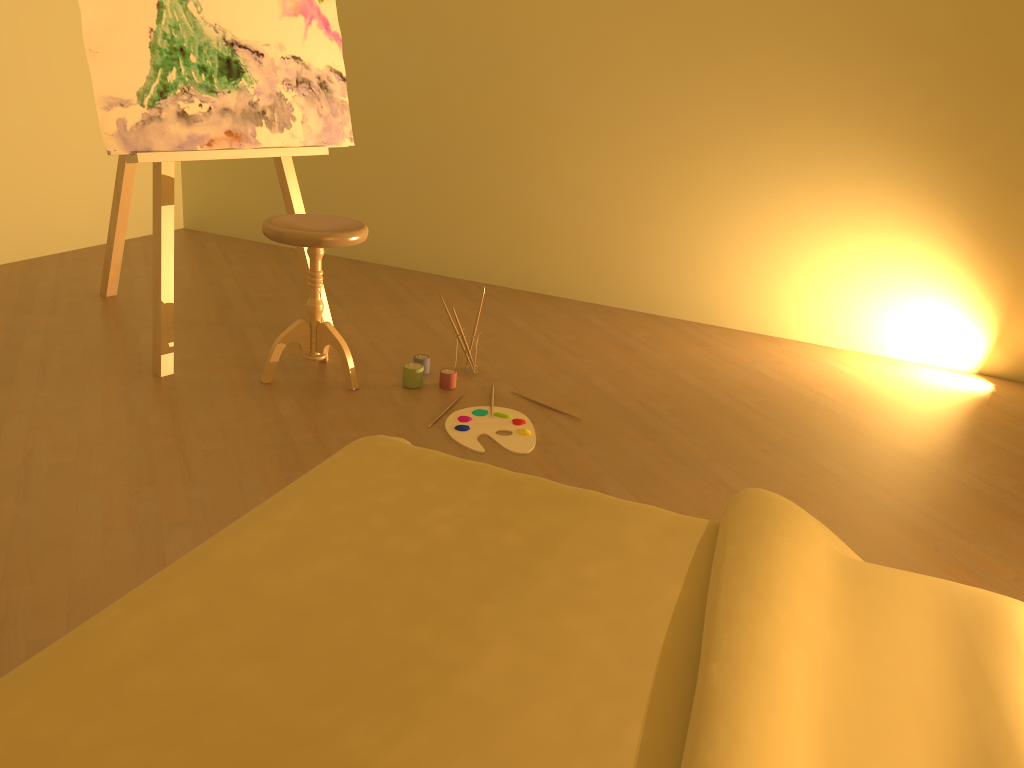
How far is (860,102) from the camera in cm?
375

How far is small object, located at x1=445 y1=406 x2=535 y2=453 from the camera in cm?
275

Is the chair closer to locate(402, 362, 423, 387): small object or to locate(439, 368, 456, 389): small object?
locate(402, 362, 423, 387): small object

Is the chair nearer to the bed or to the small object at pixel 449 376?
the small object at pixel 449 376

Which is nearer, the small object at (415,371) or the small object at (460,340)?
the small object at (415,371)

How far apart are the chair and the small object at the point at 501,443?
0.39m

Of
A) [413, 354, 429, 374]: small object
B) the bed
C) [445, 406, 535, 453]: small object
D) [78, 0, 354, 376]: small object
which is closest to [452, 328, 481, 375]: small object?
[413, 354, 429, 374]: small object

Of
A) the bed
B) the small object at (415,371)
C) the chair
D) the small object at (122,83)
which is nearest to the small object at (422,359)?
the small object at (415,371)

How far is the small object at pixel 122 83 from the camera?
2.8 meters

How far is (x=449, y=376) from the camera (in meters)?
3.13
